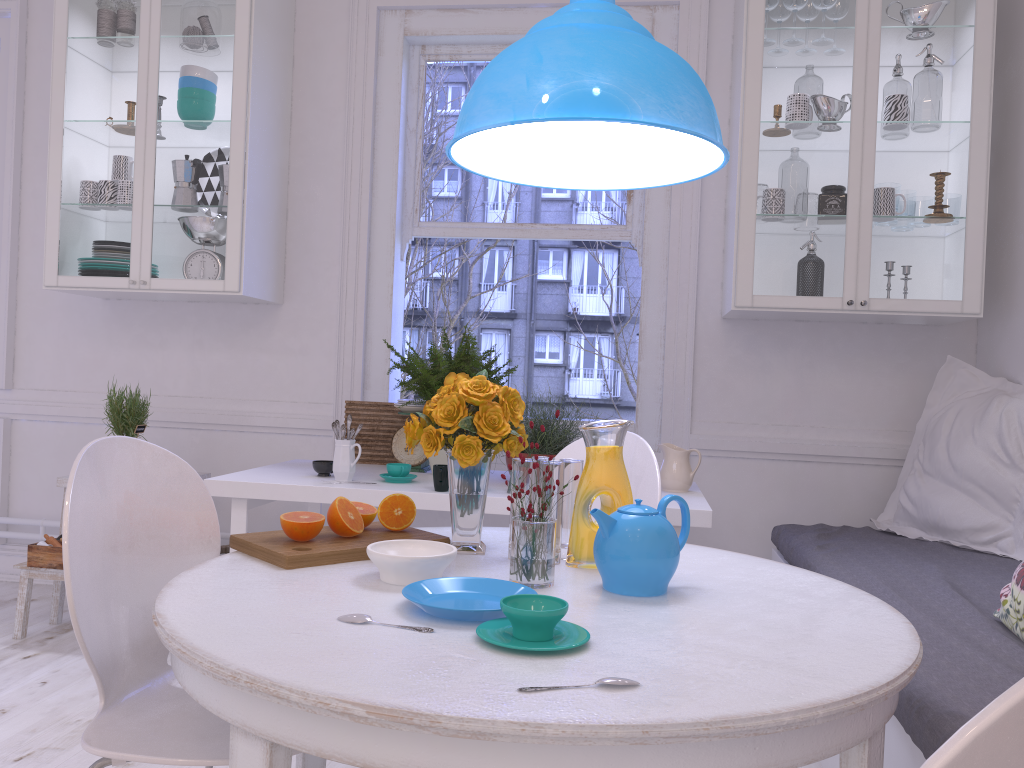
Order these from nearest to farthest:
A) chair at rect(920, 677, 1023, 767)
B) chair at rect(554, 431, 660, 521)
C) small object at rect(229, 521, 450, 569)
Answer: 1. chair at rect(920, 677, 1023, 767)
2. small object at rect(229, 521, 450, 569)
3. chair at rect(554, 431, 660, 521)

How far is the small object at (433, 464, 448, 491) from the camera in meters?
2.6 m

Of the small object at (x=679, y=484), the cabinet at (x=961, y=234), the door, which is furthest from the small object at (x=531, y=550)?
the door

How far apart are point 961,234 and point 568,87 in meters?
2.0 m

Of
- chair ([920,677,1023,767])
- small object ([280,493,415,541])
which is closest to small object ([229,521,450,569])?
small object ([280,493,415,541])

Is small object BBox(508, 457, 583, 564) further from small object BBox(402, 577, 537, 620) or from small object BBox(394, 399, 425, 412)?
small object BBox(394, 399, 425, 412)

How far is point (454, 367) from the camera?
2.9m

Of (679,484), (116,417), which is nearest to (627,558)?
(679,484)

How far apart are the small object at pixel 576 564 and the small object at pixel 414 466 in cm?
158

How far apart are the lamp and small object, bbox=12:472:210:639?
2.08m
